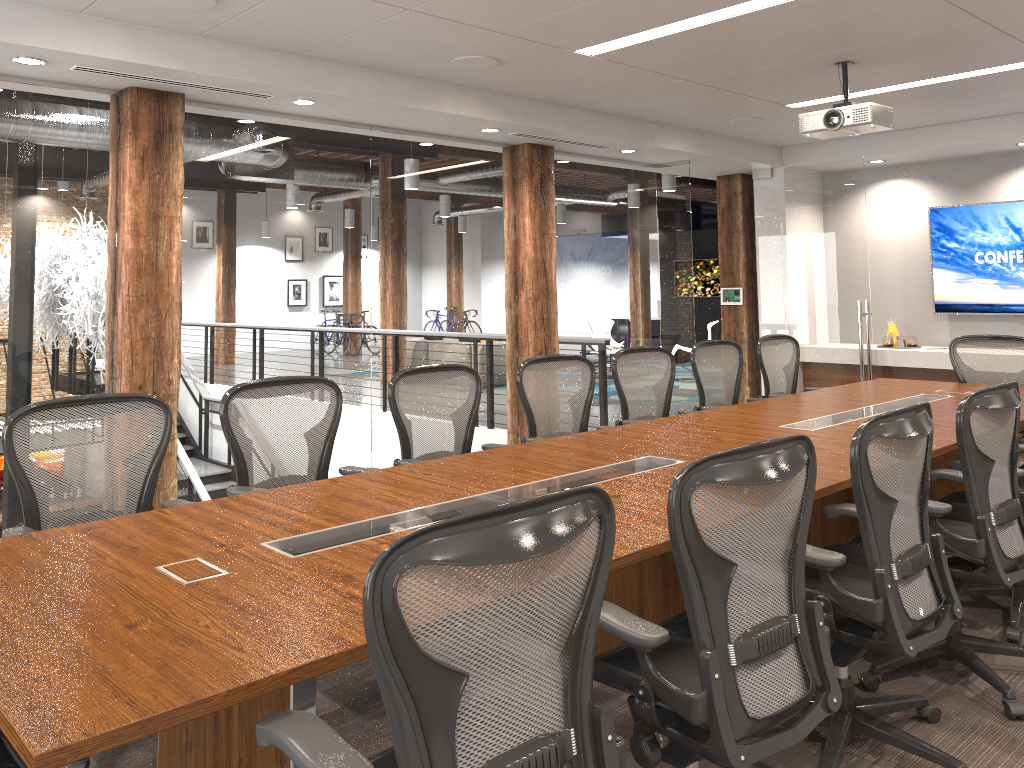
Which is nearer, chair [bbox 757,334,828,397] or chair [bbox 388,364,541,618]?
chair [bbox 388,364,541,618]

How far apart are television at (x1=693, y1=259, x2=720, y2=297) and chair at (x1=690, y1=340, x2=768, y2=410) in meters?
12.0

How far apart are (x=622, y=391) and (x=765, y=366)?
1.6 meters

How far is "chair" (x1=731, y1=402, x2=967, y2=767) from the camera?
2.6 meters

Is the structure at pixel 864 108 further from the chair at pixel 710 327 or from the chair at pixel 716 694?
the chair at pixel 710 327

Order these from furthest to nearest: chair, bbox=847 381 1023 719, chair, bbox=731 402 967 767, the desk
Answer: chair, bbox=847 381 1023 719
chair, bbox=731 402 967 767
the desk

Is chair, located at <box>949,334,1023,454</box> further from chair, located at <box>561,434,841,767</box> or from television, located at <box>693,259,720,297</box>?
television, located at <box>693,259,720,297</box>

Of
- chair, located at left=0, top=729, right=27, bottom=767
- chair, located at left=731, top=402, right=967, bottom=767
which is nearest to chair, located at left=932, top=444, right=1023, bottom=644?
chair, located at left=731, top=402, right=967, bottom=767

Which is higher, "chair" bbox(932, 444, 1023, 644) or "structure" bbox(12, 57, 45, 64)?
"structure" bbox(12, 57, 45, 64)

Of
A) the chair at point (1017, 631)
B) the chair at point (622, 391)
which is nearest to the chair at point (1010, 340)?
the chair at point (622, 391)
